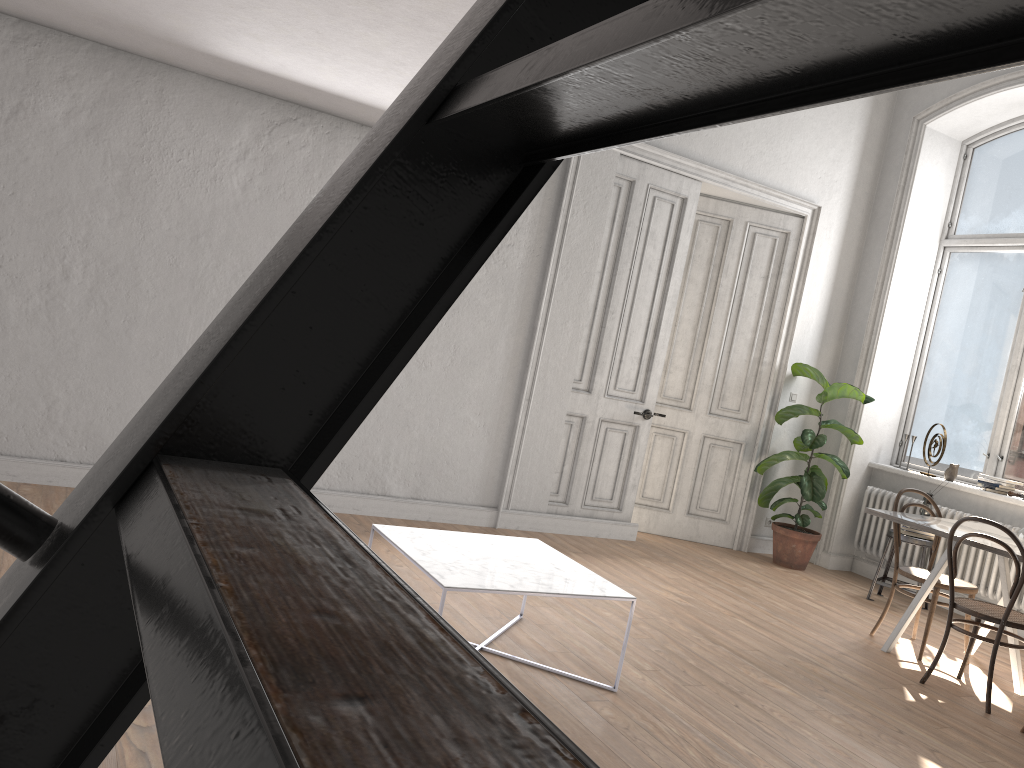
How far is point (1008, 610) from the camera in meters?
4.3

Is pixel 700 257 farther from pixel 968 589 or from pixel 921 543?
pixel 968 589

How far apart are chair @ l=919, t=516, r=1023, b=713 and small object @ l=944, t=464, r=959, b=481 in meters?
2.4

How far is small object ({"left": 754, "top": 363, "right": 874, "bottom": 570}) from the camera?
6.9m

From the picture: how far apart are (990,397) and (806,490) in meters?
1.6

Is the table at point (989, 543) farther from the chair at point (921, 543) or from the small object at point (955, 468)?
the small object at point (955, 468)

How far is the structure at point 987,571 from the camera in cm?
629

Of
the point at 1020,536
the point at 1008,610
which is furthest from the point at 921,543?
the point at 1008,610

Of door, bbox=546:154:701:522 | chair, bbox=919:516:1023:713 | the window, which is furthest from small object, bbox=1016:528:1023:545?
door, bbox=546:154:701:522

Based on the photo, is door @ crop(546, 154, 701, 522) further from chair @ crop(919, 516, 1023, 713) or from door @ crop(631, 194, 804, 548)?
chair @ crop(919, 516, 1023, 713)
